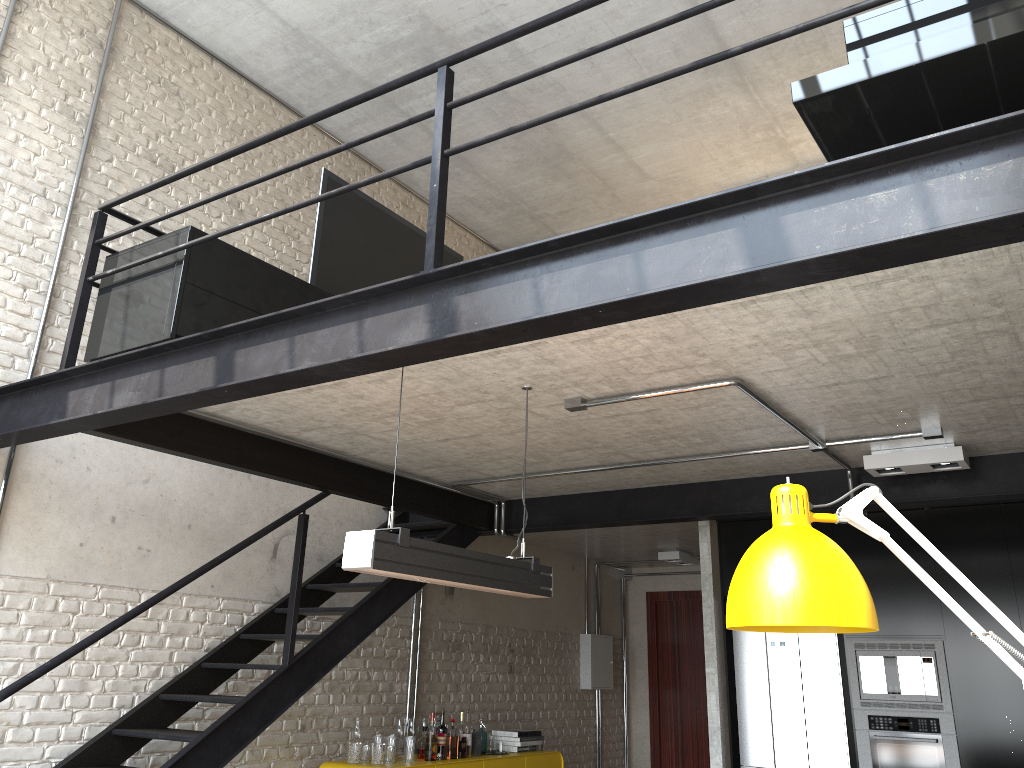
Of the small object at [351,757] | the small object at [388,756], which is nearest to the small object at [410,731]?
the small object at [388,756]

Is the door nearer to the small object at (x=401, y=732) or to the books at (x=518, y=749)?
the books at (x=518, y=749)

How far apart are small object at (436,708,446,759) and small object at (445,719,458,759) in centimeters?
7cm

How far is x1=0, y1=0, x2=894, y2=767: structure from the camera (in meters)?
2.83

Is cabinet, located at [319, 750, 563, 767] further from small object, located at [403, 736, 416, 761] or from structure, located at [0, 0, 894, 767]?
structure, located at [0, 0, 894, 767]

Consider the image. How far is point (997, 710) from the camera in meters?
5.3

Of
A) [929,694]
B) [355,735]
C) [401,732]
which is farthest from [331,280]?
[929,694]

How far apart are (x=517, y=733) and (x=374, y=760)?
1.5 meters

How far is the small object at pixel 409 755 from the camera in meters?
6.0

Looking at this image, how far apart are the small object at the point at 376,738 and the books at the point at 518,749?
1.4m
